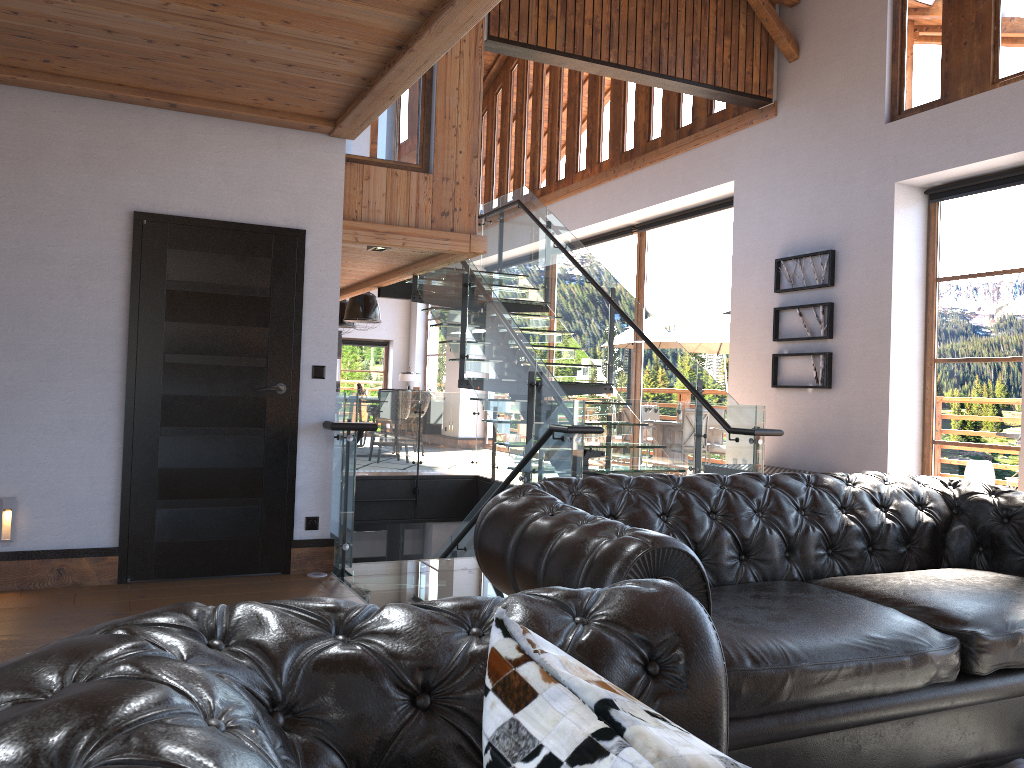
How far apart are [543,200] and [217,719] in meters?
13.5

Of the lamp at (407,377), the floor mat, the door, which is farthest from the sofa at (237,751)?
the lamp at (407,377)

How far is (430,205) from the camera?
7.5m

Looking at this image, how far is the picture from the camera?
8.3m

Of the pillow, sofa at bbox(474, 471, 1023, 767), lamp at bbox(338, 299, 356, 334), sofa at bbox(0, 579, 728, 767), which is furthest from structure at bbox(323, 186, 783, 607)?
lamp at bbox(338, 299, 356, 334)

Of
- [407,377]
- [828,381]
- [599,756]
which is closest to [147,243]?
[599,756]

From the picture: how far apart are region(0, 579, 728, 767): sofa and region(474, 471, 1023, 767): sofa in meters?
0.5 m

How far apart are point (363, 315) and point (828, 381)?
8.00m

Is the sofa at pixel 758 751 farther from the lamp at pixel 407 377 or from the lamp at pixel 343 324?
the lamp at pixel 407 377

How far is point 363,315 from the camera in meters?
14.1 m
